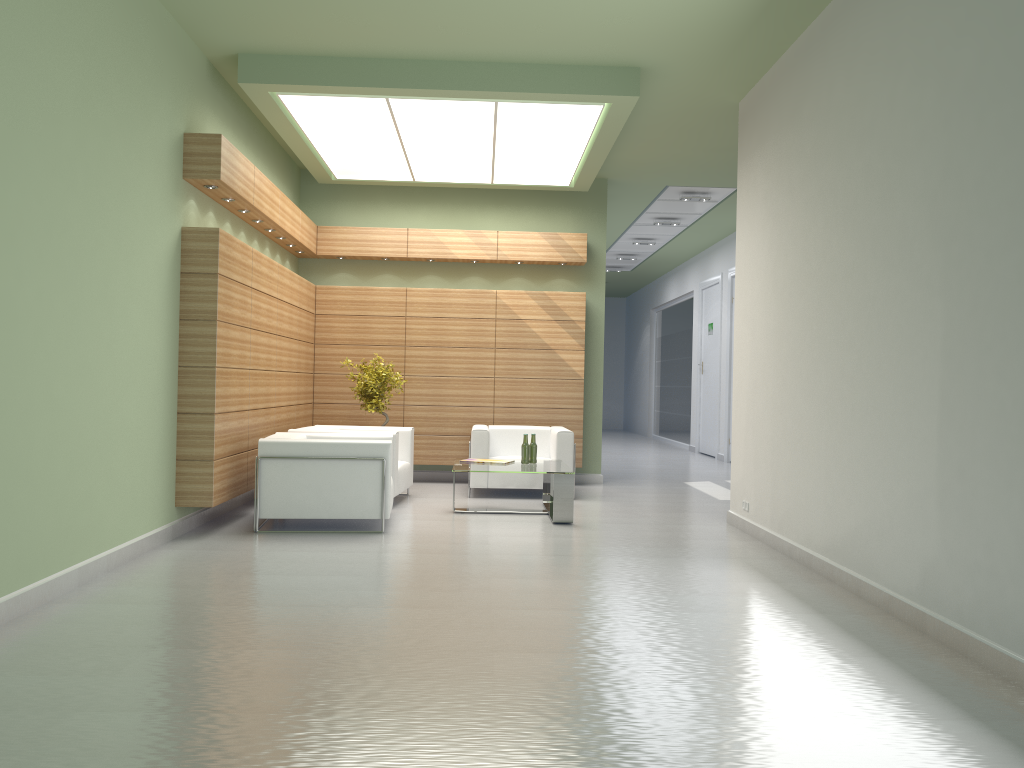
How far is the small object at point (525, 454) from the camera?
13.99m

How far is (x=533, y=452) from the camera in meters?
14.1 m

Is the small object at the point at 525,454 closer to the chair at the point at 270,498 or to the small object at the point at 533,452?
the small object at the point at 533,452

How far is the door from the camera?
26.36m

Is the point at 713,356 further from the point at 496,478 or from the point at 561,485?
Answer: the point at 561,485

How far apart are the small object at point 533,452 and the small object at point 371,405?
3.4 meters

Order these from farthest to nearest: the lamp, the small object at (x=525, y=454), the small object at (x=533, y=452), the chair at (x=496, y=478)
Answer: the chair at (x=496, y=478) < the small object at (x=533, y=452) < the small object at (x=525, y=454) < the lamp

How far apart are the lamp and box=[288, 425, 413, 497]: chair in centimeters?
474cm

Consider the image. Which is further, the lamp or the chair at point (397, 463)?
the chair at point (397, 463)

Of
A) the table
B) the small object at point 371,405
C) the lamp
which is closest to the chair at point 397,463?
the small object at point 371,405
